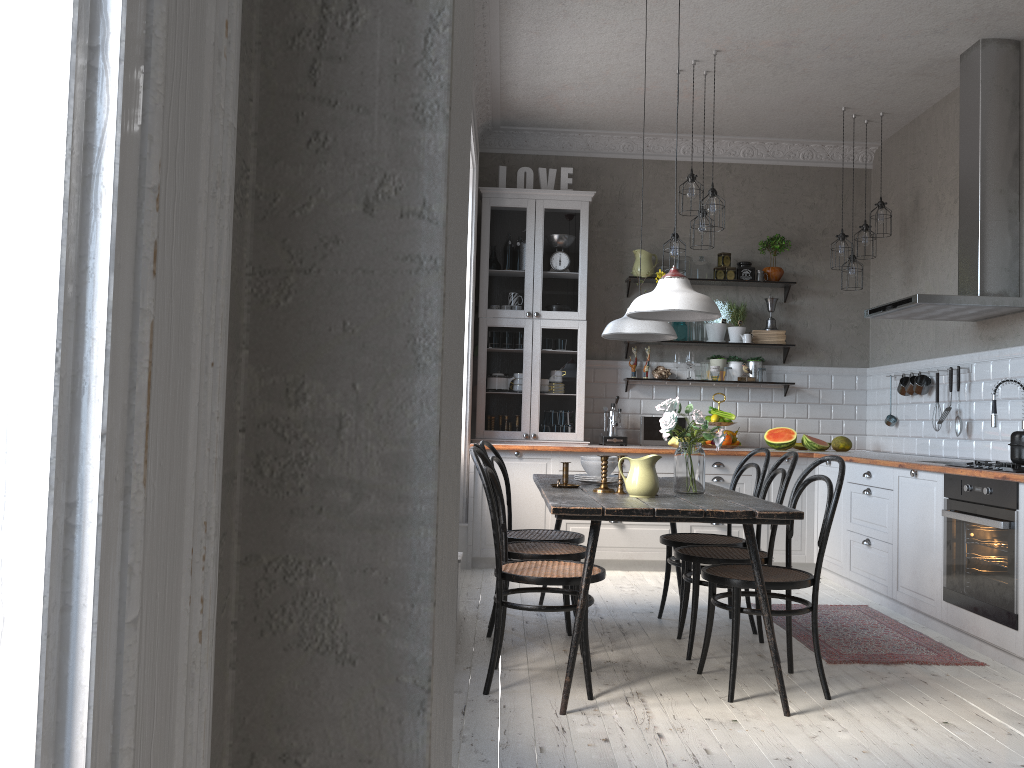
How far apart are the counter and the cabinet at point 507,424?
0.47m

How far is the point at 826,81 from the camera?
5.75m

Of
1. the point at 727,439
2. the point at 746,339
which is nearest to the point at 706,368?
the point at 746,339

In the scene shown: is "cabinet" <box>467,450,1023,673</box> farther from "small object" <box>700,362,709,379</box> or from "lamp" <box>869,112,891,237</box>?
"lamp" <box>869,112,891,237</box>

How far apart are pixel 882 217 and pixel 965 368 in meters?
1.3

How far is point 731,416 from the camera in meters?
6.6 m

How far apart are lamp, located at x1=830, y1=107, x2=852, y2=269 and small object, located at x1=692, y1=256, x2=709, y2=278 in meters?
1.1

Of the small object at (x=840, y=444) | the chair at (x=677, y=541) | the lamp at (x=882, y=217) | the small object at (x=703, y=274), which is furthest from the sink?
A: the small object at (x=703, y=274)

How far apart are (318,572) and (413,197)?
0.39m

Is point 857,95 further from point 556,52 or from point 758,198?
point 556,52
